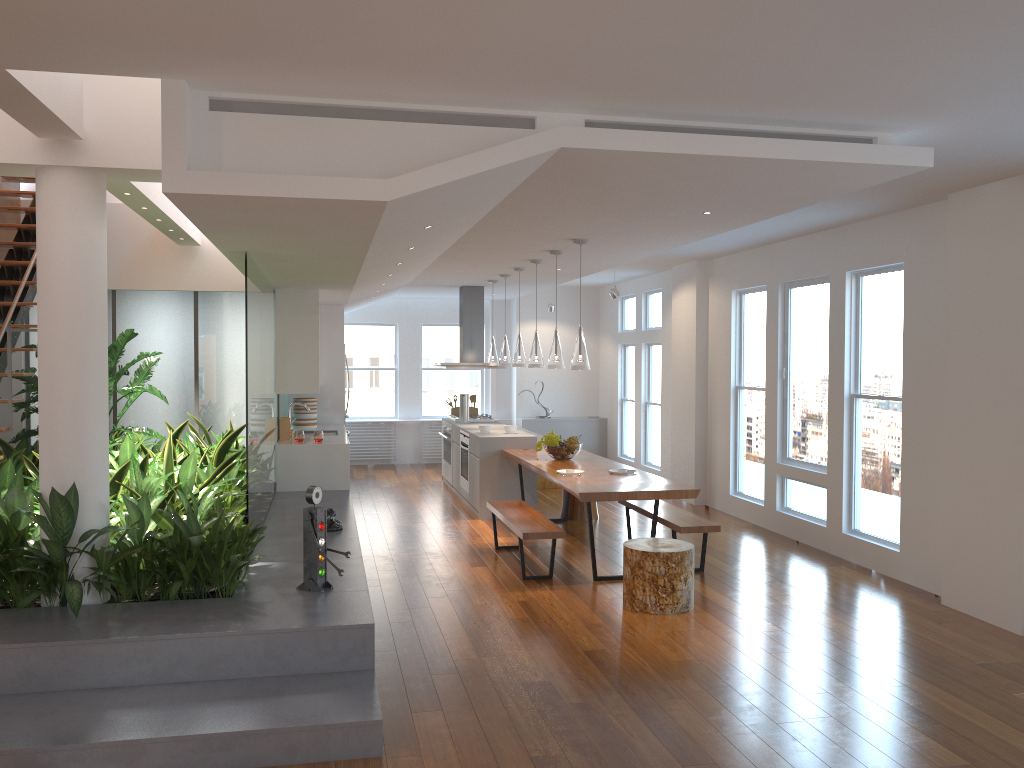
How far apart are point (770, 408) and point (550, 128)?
5.2 meters

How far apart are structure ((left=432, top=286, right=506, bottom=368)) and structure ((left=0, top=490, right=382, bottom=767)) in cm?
292

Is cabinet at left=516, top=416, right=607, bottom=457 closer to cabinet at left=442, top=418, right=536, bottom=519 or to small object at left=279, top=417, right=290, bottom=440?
cabinet at left=442, top=418, right=536, bottom=519

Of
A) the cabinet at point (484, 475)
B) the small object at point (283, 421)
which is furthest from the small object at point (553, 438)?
the small object at point (283, 421)

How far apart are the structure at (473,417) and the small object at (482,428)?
1.67m

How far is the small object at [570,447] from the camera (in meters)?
7.92

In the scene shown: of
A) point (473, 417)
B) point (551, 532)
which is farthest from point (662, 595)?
point (473, 417)

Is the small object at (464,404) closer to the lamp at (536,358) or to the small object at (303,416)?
the small object at (303,416)

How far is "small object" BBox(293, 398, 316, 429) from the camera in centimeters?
997cm

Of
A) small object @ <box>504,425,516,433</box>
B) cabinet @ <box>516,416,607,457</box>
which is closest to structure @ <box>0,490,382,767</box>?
small object @ <box>504,425,516,433</box>
